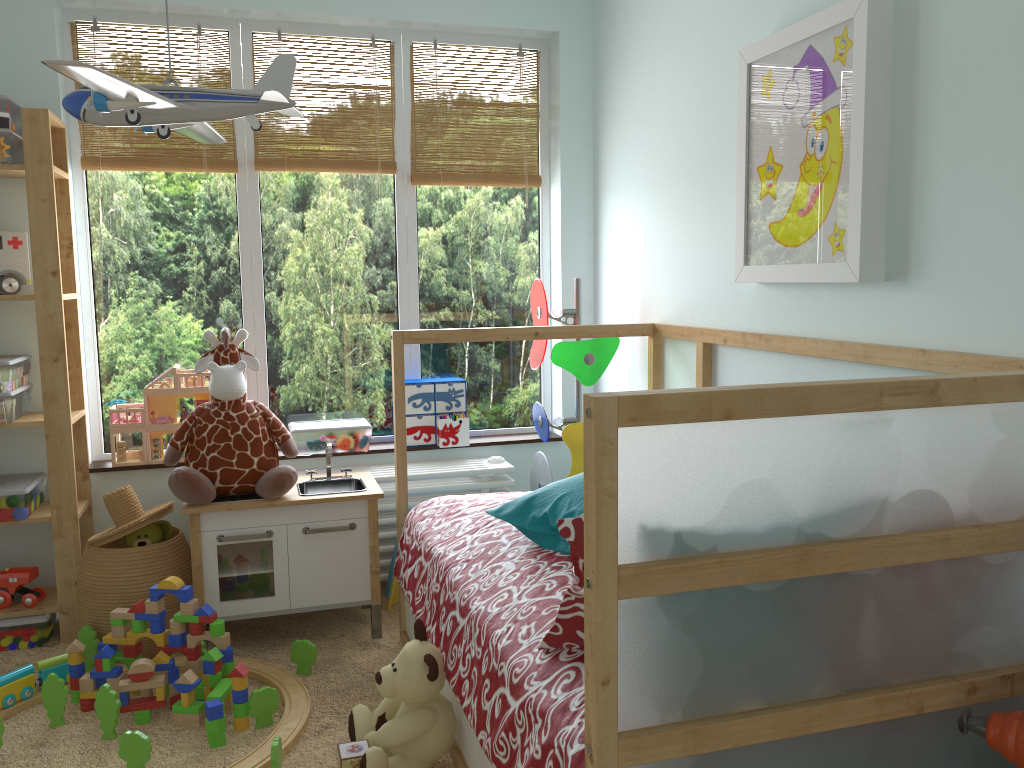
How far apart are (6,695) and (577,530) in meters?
1.8 m

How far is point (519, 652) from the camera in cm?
163

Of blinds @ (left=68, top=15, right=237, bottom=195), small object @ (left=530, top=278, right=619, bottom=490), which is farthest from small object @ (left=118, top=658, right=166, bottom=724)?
blinds @ (left=68, top=15, right=237, bottom=195)

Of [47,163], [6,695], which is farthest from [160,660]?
[47,163]

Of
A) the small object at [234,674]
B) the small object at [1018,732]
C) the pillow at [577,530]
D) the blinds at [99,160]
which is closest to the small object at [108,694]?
the small object at [234,674]

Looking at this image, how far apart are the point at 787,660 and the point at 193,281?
2.6m

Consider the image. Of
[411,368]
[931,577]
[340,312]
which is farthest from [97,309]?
[931,577]

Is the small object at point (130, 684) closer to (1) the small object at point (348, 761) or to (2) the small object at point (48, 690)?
(2) the small object at point (48, 690)

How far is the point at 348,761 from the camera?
2.0 meters

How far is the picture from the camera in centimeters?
183cm
